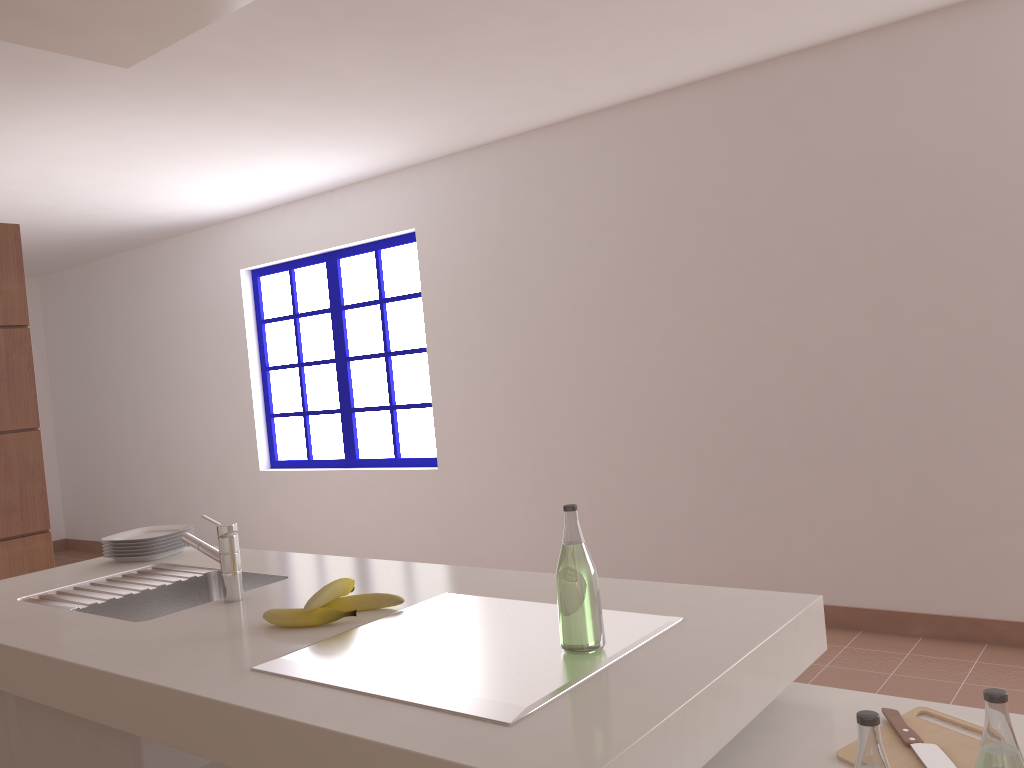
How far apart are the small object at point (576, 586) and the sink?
0.9 meters

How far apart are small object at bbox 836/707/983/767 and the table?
0.01m

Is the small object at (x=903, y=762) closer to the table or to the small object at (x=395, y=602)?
the table

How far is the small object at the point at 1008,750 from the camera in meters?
0.9

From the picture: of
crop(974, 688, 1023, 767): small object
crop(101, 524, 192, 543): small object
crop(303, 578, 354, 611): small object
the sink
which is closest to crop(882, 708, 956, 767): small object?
crop(974, 688, 1023, 767): small object

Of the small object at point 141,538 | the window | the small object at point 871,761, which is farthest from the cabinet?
the window

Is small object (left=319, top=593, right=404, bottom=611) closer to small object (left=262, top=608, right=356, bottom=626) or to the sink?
small object (left=262, top=608, right=356, bottom=626)

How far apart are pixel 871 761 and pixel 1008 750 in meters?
0.1

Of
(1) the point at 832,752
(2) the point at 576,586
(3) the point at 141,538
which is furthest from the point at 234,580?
(1) the point at 832,752

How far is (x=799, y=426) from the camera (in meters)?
3.91
